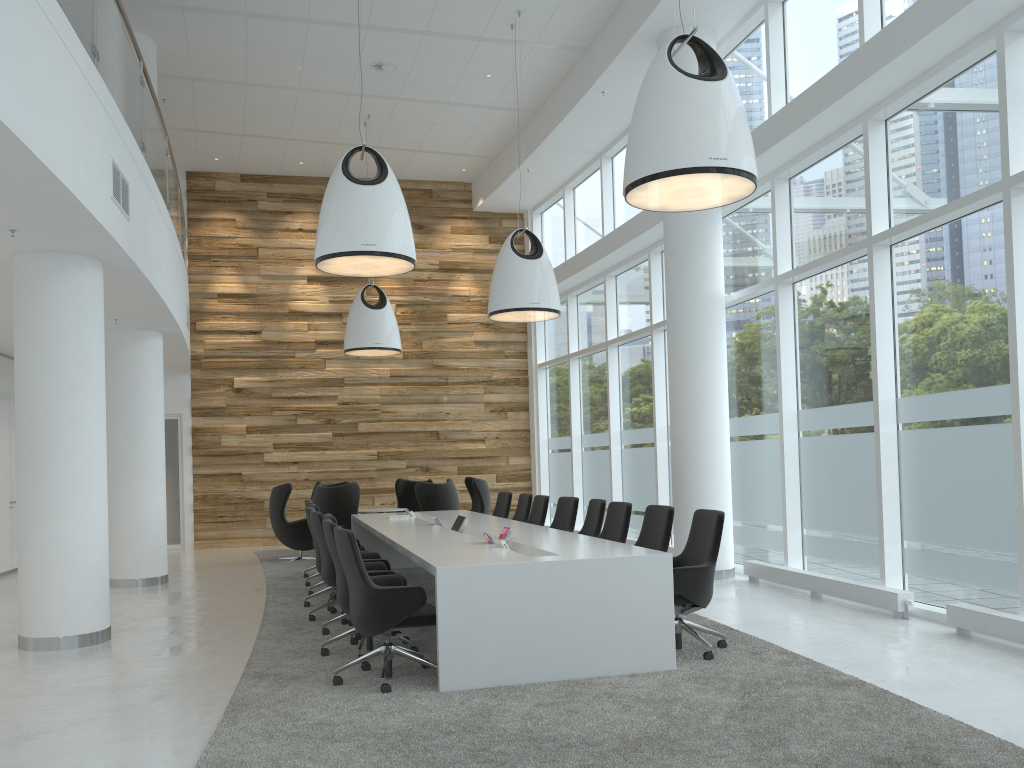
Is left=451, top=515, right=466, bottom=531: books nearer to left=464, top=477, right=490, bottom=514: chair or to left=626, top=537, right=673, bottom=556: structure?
left=626, top=537, right=673, bottom=556: structure

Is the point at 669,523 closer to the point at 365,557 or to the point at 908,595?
the point at 908,595

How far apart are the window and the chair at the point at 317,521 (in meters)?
4.58

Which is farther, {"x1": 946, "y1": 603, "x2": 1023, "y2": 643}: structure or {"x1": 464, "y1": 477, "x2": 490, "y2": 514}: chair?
{"x1": 464, "y1": 477, "x2": 490, "y2": 514}: chair

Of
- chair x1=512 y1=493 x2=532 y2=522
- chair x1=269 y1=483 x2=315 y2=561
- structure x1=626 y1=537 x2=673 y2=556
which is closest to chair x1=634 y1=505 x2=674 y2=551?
chair x1=512 y1=493 x2=532 y2=522

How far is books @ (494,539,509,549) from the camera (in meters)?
6.27

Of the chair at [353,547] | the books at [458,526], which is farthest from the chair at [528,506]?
the chair at [353,547]

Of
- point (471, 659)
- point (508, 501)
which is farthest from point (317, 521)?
point (508, 501)

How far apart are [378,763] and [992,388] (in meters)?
5.19

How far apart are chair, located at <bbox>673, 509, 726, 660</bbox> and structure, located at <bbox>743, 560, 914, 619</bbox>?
1.87m
